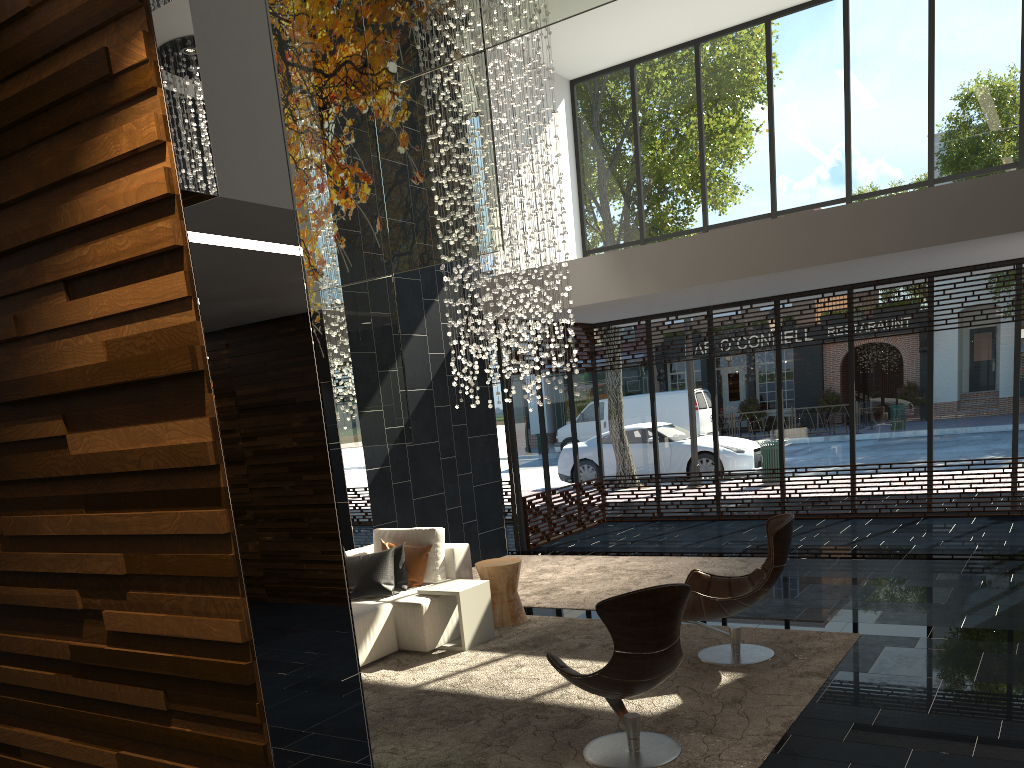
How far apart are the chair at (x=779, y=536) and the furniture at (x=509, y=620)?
1.58m

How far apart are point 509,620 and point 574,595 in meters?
1.1 m

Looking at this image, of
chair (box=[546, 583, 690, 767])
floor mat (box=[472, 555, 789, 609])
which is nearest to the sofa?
floor mat (box=[472, 555, 789, 609])

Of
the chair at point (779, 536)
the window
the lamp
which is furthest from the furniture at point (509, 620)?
the window

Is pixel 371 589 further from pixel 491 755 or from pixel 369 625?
pixel 491 755

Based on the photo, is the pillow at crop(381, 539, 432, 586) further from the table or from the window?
the window

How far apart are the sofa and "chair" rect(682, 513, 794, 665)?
1.8m

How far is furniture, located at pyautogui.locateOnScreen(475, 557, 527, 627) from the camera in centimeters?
684cm

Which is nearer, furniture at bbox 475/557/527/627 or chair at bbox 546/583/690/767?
chair at bbox 546/583/690/767

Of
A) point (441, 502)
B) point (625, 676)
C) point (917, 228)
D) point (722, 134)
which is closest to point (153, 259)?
point (625, 676)
